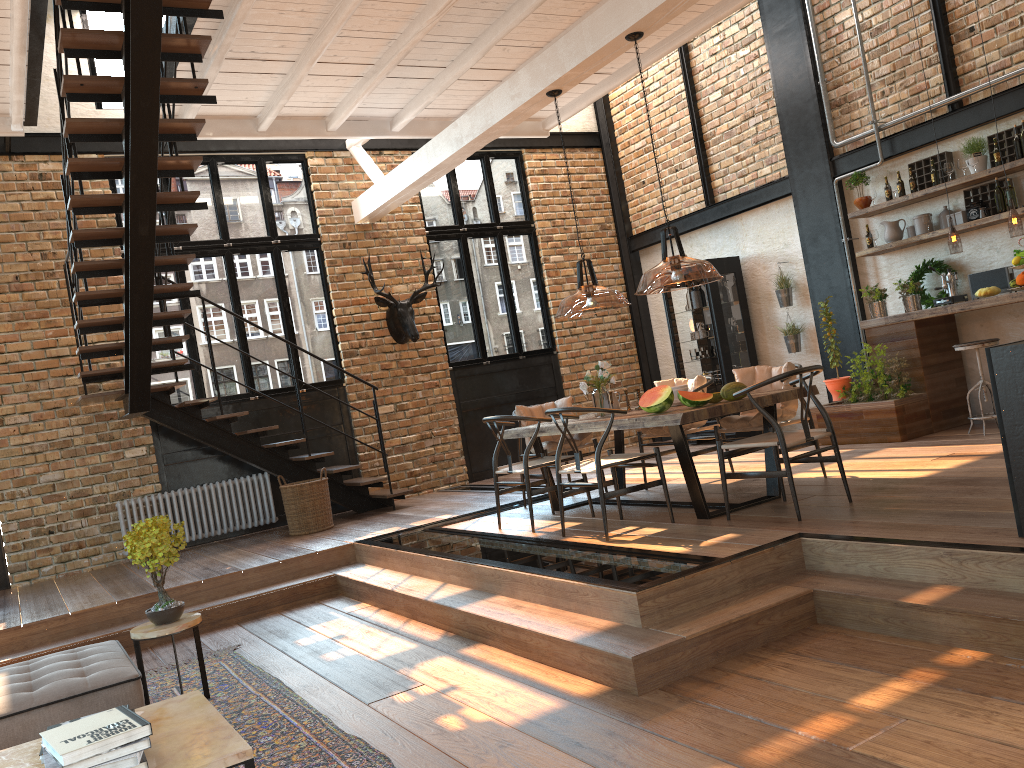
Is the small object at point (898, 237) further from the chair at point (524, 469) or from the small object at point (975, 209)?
the chair at point (524, 469)

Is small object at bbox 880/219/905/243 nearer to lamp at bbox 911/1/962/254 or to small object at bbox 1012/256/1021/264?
lamp at bbox 911/1/962/254

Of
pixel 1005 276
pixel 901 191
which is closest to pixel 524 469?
pixel 1005 276

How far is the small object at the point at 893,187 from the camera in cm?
836

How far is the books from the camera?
2.6 meters

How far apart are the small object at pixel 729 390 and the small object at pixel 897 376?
2.8m

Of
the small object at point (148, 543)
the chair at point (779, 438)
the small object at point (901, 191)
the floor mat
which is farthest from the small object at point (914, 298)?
the small object at point (148, 543)

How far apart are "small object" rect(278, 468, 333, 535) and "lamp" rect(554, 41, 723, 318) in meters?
2.8 m

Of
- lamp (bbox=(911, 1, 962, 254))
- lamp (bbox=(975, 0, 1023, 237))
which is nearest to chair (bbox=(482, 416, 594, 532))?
lamp (bbox=(911, 1, 962, 254))

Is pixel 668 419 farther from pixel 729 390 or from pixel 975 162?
pixel 975 162
